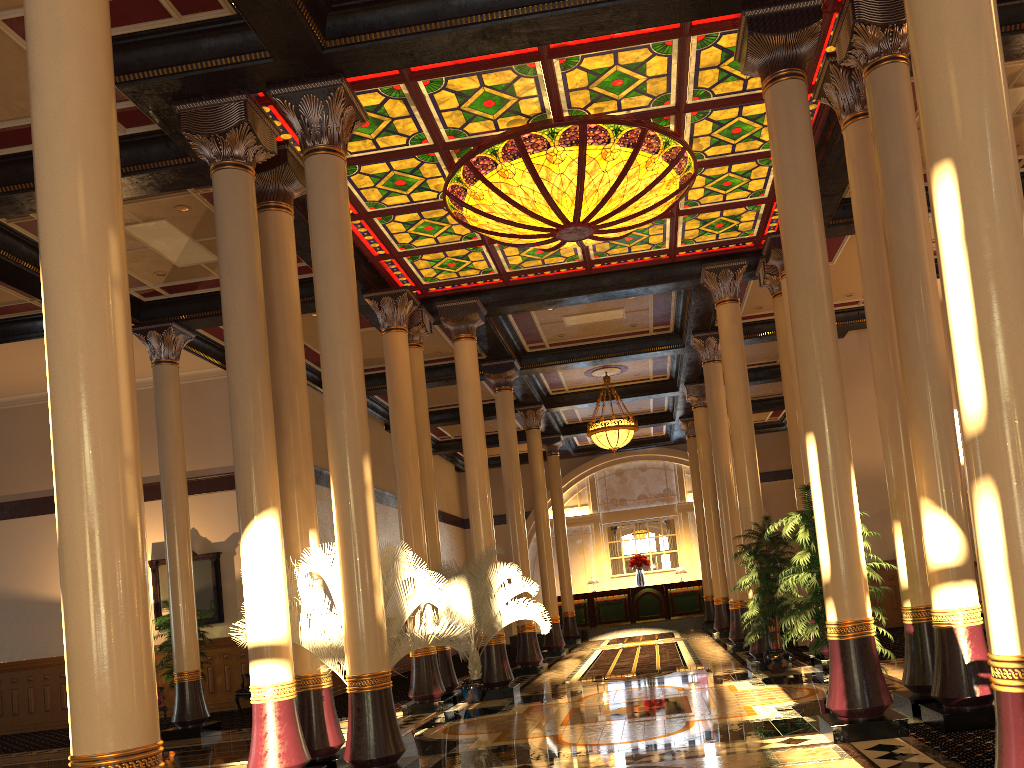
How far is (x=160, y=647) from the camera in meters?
14.7 m

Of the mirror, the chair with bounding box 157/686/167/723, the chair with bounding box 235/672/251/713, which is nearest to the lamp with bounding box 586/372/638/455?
the mirror

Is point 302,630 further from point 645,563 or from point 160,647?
point 645,563

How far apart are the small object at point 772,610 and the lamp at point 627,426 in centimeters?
702cm

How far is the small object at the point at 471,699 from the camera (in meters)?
11.83

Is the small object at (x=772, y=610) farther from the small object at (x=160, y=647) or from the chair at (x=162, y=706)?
the chair at (x=162, y=706)

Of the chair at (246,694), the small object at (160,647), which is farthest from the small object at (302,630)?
the small object at (160,647)

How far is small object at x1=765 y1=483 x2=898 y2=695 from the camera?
7.10m

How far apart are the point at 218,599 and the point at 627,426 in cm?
881

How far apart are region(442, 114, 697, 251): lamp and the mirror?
8.5m
